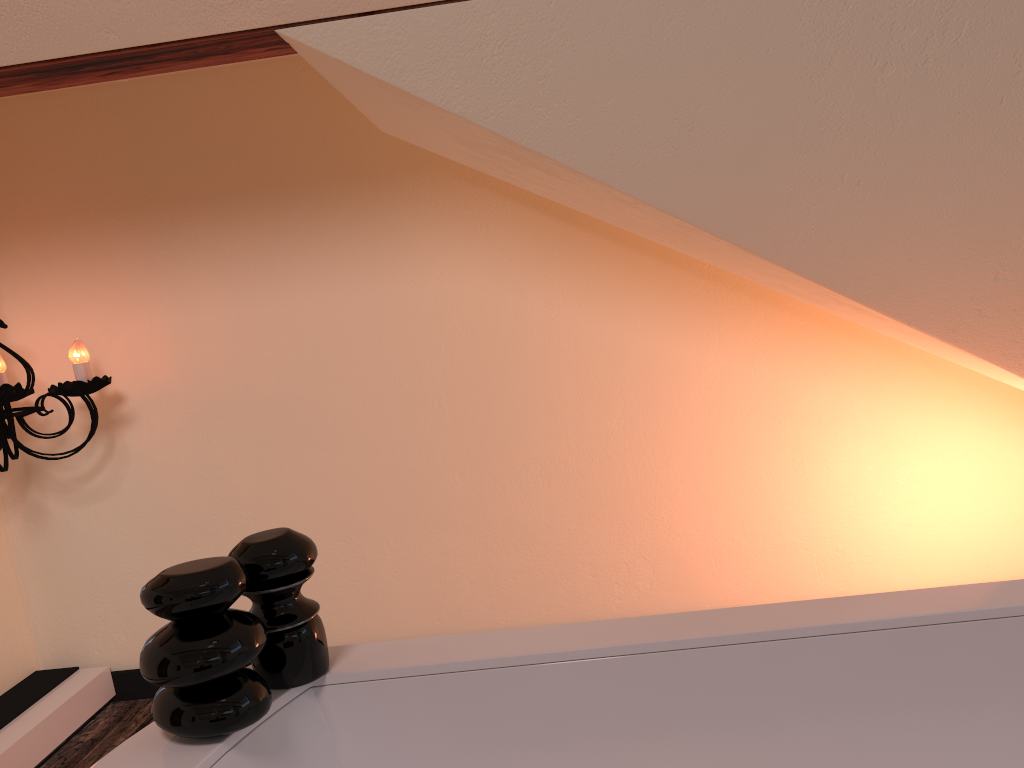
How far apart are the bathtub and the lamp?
1.3 meters

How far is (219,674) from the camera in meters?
1.0

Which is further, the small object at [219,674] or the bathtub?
the bathtub

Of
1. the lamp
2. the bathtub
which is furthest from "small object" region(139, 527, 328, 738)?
the lamp

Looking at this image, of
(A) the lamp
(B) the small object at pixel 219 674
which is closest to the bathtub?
(B) the small object at pixel 219 674

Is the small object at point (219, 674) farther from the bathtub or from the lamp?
the lamp

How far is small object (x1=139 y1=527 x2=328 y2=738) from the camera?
1.02m

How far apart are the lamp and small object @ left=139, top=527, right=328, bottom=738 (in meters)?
1.24

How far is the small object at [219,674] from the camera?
1.0 meters

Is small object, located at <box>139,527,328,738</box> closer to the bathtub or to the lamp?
the bathtub
